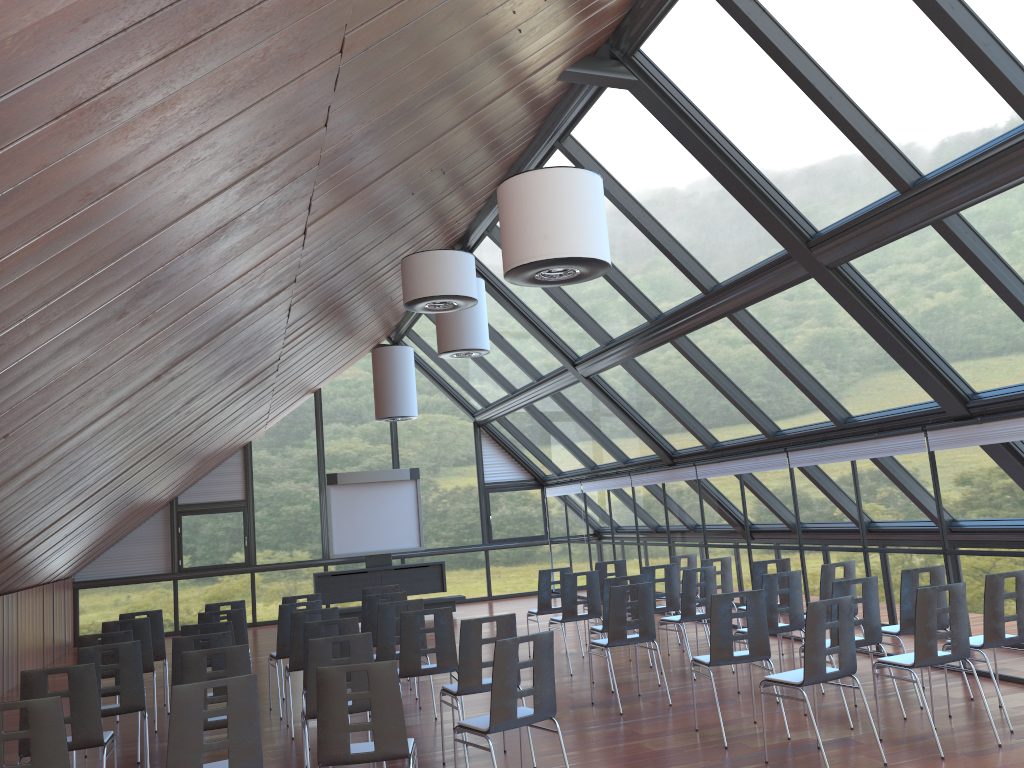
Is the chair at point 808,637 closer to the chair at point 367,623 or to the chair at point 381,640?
the chair at point 381,640

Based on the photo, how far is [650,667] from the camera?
10.7m

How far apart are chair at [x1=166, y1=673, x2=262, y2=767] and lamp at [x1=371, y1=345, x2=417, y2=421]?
8.5m

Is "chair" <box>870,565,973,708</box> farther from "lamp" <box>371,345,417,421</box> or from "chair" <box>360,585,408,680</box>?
"lamp" <box>371,345,417,421</box>

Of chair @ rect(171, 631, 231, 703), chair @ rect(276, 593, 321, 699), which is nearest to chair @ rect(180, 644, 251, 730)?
chair @ rect(171, 631, 231, 703)

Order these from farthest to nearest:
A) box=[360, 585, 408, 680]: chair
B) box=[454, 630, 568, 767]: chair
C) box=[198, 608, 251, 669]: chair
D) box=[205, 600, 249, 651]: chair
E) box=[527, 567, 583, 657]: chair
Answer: box=[527, 567, 583, 657]: chair < box=[360, 585, 408, 680]: chair < box=[205, 600, 249, 651]: chair < box=[198, 608, 251, 669]: chair < box=[454, 630, 568, 767]: chair

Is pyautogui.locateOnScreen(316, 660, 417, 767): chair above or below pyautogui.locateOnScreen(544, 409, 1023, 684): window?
below

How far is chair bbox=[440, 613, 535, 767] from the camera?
6.9 meters

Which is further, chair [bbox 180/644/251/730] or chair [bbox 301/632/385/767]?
chair [bbox 301/632/385/767]

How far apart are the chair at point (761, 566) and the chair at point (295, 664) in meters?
4.8 m
